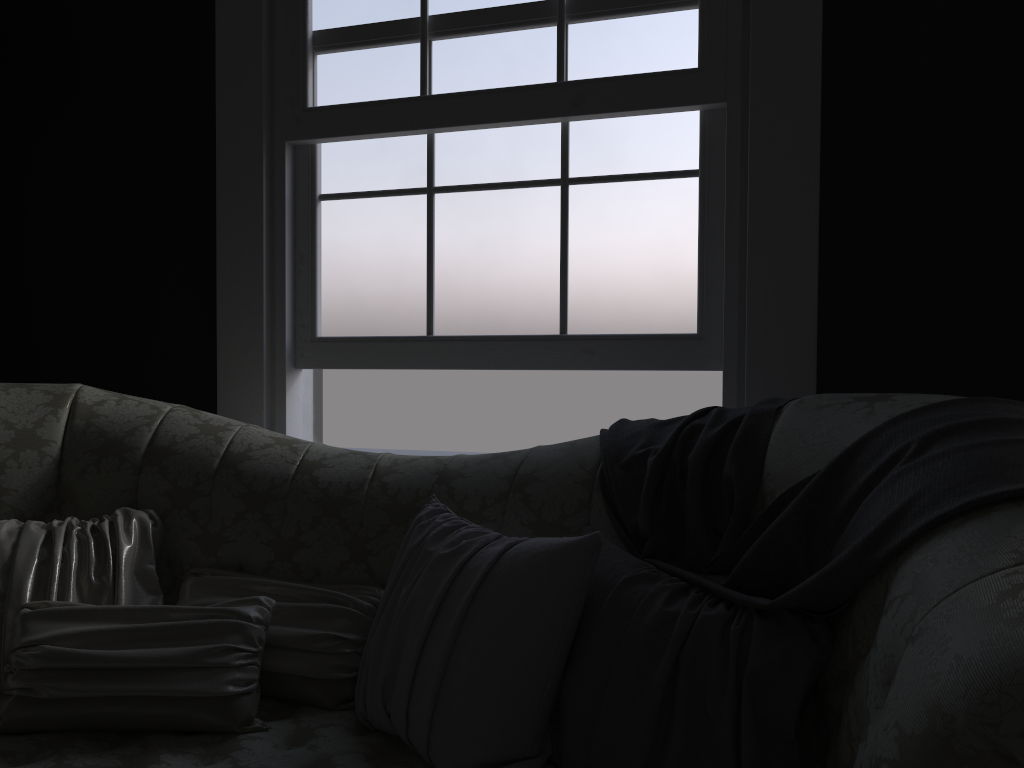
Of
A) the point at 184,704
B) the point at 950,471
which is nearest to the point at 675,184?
the point at 950,471

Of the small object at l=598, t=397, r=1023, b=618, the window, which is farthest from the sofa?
the window

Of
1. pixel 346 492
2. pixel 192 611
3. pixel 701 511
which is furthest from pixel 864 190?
pixel 192 611

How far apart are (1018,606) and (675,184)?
1.81m

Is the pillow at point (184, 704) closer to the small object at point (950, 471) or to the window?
the small object at point (950, 471)

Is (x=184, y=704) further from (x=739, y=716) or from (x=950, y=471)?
(x=950, y=471)

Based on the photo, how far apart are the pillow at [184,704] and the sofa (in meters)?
0.01

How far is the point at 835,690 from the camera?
1.4m

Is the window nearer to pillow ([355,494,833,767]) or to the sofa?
the sofa

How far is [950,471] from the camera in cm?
122
